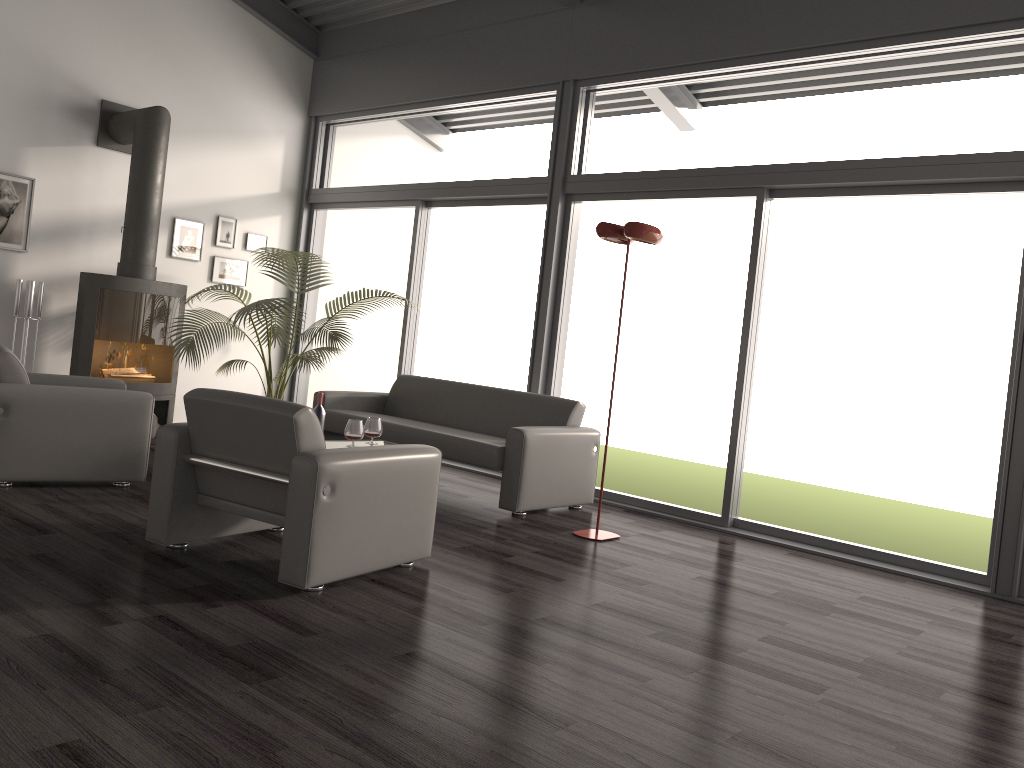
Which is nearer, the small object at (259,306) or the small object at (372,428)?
the small object at (372,428)

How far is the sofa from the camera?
5.44m

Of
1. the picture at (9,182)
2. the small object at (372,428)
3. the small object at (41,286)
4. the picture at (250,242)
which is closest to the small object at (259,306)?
the picture at (250,242)

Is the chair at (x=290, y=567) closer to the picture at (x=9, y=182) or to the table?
the table

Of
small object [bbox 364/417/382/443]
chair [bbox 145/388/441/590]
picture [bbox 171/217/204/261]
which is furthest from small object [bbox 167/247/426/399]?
chair [bbox 145/388/441/590]

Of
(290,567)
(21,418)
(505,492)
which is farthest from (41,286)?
(290,567)

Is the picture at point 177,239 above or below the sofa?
above

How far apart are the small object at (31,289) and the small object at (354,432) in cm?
309

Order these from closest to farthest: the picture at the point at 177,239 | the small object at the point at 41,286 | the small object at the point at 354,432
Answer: the small object at the point at 354,432 < the small object at the point at 41,286 < the picture at the point at 177,239

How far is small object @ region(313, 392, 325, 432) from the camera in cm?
540
